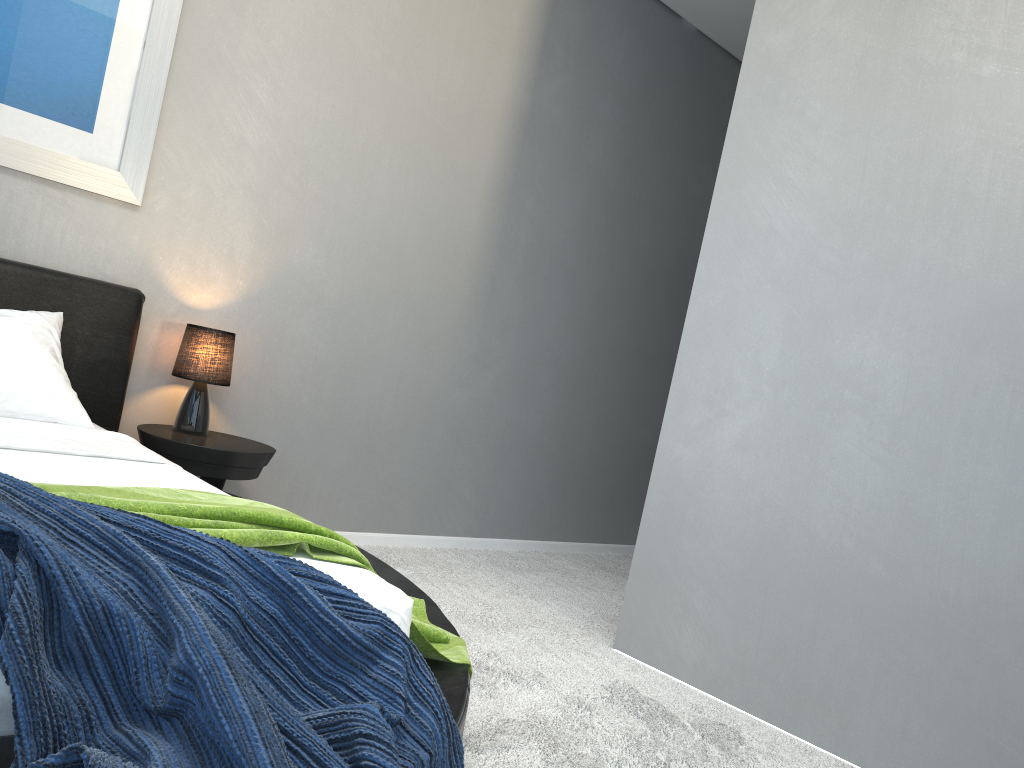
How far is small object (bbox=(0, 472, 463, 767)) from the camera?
1.09m

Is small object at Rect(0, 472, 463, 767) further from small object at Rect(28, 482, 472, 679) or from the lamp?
the lamp

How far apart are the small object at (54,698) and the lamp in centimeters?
190cm

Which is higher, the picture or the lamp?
the picture

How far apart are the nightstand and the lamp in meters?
0.0 m

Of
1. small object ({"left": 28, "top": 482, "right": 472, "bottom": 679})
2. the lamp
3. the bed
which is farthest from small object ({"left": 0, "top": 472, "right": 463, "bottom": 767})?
the lamp

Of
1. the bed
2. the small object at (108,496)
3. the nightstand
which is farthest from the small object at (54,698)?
the nightstand

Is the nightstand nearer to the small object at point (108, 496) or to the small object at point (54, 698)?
the small object at point (108, 496)

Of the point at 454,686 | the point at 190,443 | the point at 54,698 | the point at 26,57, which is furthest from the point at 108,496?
the point at 26,57

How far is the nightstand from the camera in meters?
3.1
